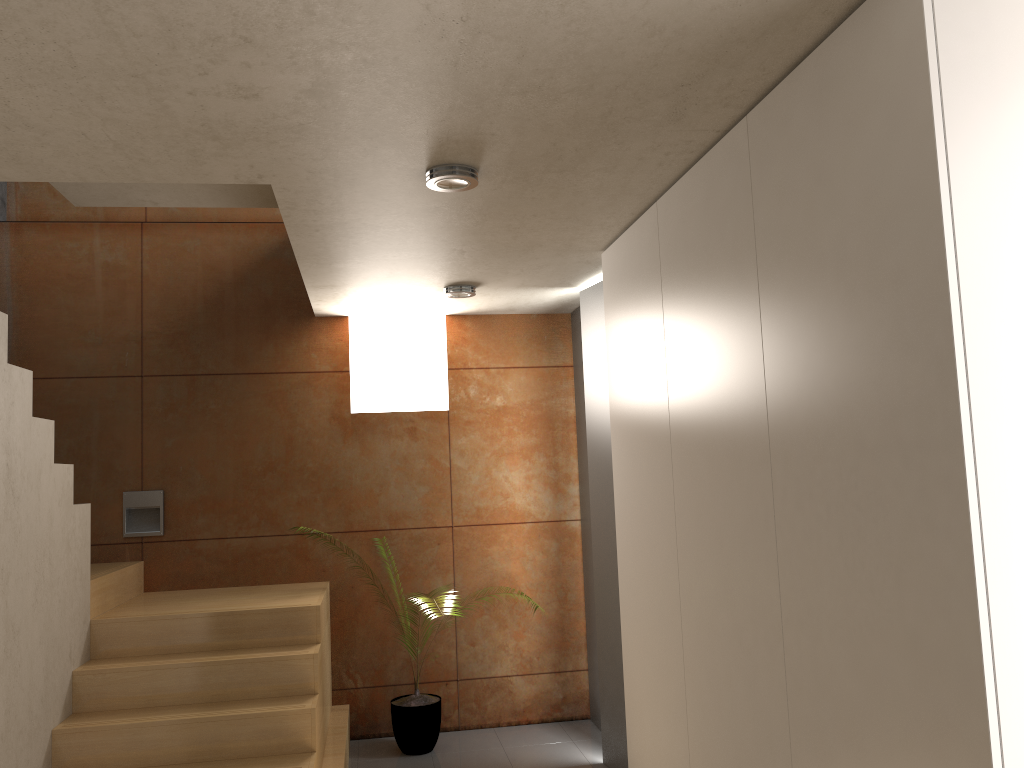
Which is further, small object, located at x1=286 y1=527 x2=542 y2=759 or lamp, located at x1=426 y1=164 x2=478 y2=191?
small object, located at x1=286 y1=527 x2=542 y2=759

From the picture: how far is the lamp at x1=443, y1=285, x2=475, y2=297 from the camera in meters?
4.7

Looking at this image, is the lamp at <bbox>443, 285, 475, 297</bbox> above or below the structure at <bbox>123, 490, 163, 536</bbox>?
above

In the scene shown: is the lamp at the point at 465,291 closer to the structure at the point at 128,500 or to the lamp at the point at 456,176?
the lamp at the point at 456,176

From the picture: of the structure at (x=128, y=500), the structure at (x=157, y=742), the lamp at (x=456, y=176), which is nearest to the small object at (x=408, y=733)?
the structure at (x=157, y=742)

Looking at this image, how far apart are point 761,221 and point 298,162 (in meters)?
1.42

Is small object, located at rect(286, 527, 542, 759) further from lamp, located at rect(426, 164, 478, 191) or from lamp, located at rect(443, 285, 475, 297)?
lamp, located at rect(426, 164, 478, 191)

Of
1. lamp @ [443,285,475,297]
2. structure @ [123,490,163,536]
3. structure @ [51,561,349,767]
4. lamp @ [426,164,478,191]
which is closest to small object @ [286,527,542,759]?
structure @ [51,561,349,767]

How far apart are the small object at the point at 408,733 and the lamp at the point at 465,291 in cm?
225

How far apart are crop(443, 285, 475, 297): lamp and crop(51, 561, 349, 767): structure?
1.7m
